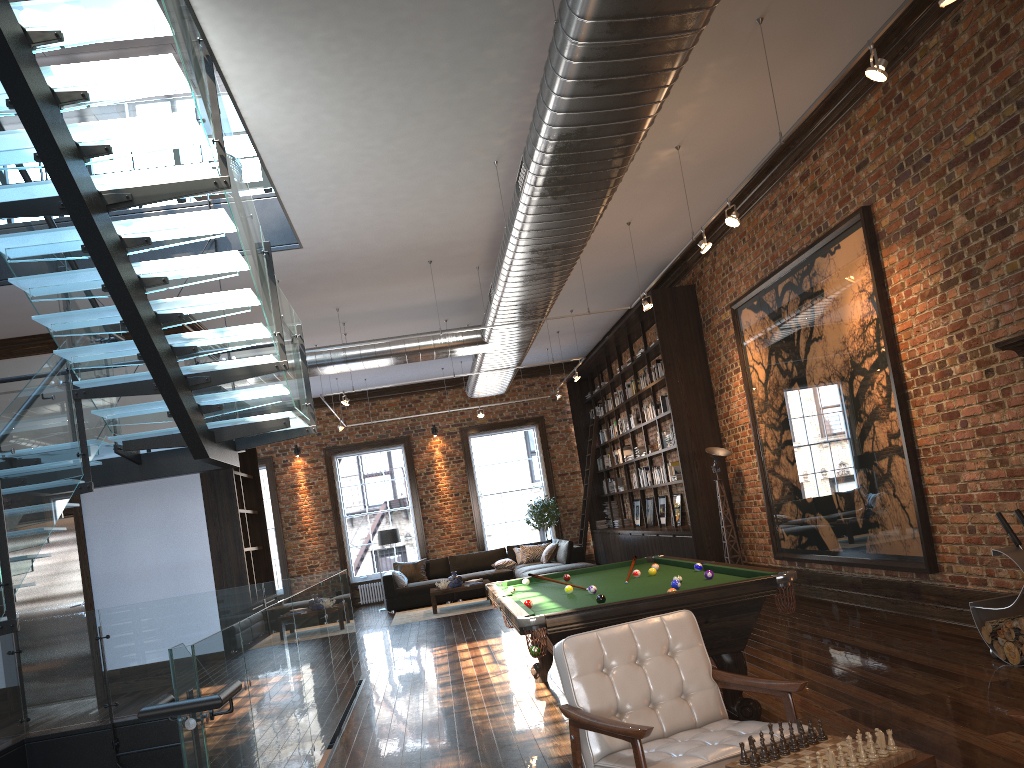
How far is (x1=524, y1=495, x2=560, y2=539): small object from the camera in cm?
1809

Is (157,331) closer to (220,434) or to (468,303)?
(220,434)

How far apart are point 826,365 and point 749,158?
2.1 meters

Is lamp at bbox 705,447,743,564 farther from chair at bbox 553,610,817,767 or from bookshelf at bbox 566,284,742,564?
chair at bbox 553,610,817,767

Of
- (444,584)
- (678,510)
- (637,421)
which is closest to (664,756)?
(678,510)

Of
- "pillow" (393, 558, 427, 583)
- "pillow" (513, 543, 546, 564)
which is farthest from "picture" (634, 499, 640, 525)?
"pillow" (393, 558, 427, 583)

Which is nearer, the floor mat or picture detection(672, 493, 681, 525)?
picture detection(672, 493, 681, 525)

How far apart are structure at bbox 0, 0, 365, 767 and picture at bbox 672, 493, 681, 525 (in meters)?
6.74

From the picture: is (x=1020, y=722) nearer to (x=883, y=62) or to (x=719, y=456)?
(x=883, y=62)

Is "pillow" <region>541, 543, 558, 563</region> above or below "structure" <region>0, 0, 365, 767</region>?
below
